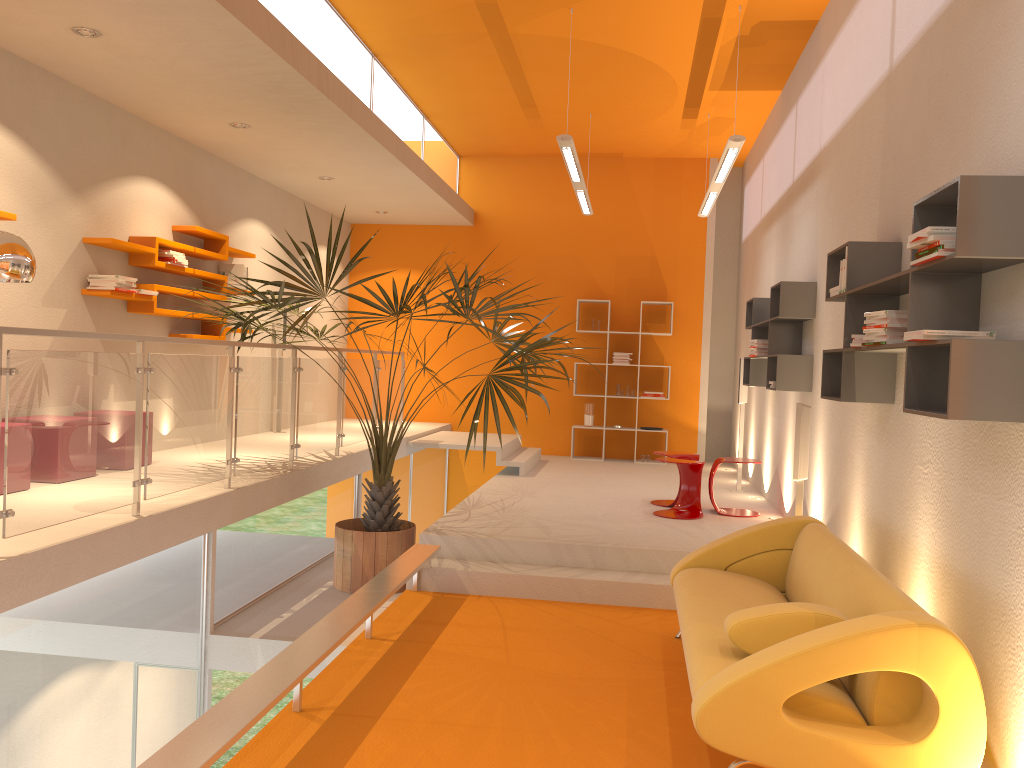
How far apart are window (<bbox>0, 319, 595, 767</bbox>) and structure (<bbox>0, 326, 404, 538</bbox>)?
0.3m

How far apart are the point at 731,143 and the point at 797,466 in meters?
2.5 m

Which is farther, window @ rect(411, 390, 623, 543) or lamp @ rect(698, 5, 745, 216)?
window @ rect(411, 390, 623, 543)

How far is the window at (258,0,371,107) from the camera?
6.0 meters

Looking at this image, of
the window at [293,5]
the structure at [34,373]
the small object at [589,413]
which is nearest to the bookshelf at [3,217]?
the structure at [34,373]

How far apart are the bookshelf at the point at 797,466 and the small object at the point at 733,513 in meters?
0.8 m

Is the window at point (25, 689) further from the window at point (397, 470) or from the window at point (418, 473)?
the window at point (418, 473)

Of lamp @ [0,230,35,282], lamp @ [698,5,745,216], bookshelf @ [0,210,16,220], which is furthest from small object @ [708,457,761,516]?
bookshelf @ [0,210,16,220]

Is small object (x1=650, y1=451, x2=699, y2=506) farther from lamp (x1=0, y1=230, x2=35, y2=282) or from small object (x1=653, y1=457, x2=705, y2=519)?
lamp (x1=0, y1=230, x2=35, y2=282)

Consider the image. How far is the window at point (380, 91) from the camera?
8.1m
